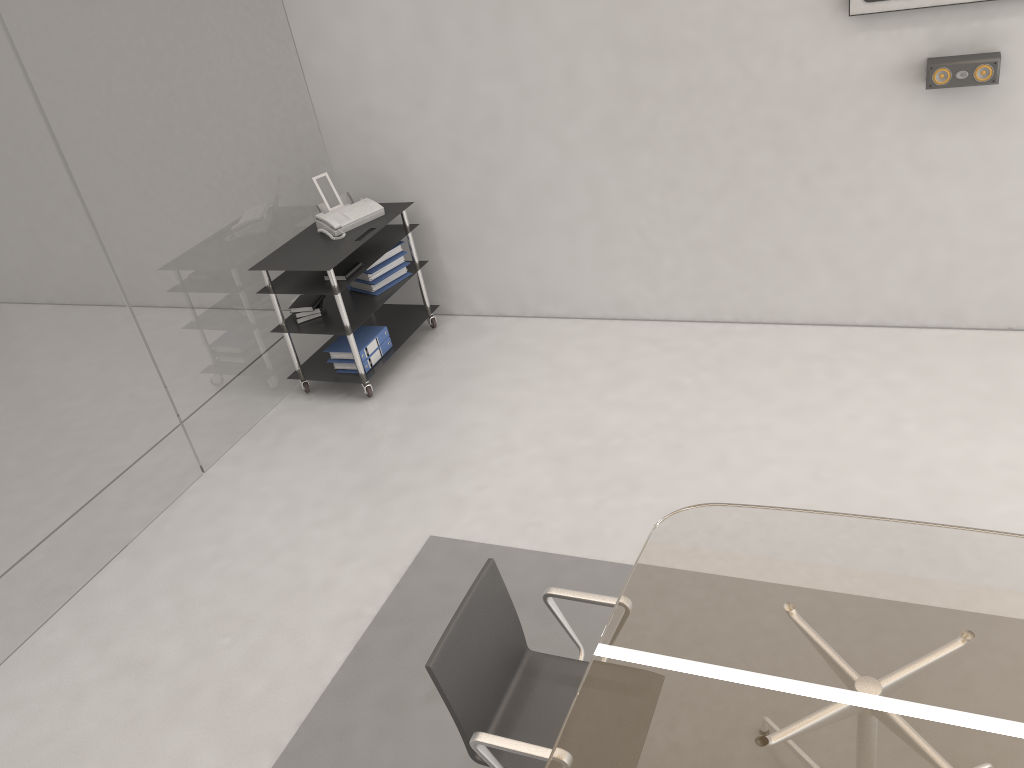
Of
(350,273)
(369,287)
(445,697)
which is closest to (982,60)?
(350,273)

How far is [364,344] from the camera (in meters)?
5.24

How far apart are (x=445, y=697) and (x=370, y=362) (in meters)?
3.11

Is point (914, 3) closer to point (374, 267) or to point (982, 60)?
point (982, 60)

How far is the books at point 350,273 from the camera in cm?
501

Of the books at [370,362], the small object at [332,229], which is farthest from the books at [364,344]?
the small object at [332,229]

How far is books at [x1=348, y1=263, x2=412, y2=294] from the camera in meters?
5.4 m

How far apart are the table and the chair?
0.09m

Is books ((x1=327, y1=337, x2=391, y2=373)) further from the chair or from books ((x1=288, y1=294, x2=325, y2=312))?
the chair

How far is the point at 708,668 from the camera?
2.3 meters
